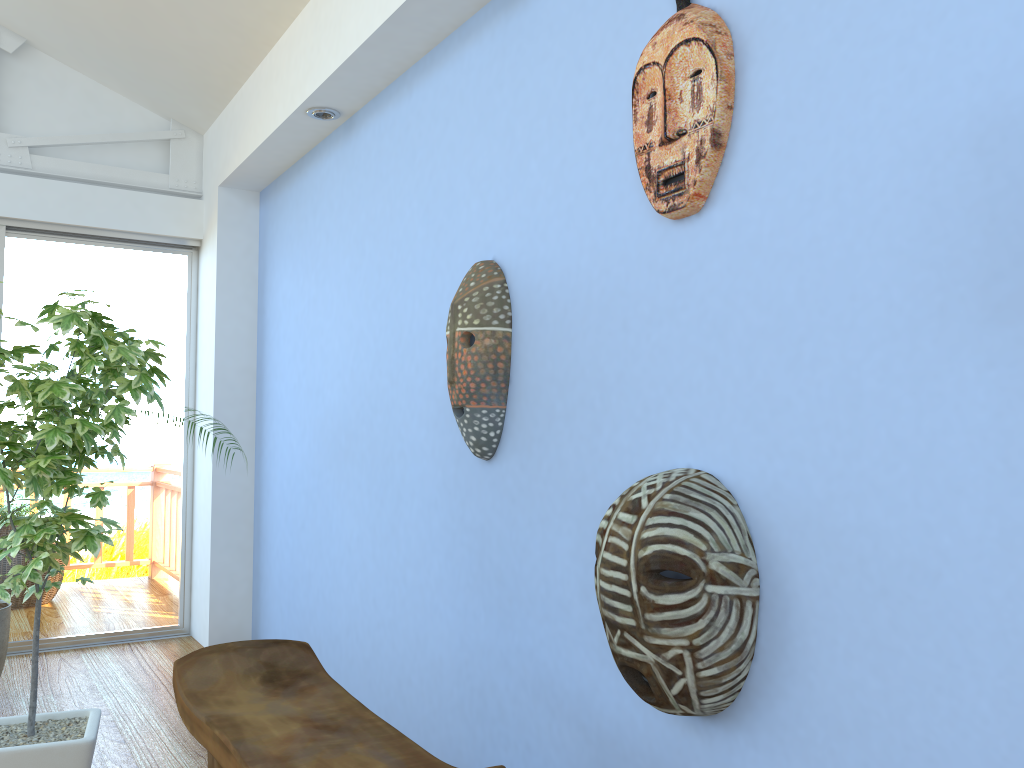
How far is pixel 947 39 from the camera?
1.29m

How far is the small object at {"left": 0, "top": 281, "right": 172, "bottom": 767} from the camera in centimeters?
222cm

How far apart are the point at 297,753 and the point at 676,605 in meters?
0.7 m

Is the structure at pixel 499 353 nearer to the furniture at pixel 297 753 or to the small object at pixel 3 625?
the furniture at pixel 297 753

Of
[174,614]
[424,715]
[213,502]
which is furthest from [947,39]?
[174,614]

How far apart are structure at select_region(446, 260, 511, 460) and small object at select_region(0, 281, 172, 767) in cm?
83

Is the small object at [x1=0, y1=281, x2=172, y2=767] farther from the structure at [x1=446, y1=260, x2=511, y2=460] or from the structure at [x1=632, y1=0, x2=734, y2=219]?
the structure at [x1=632, y1=0, x2=734, y2=219]

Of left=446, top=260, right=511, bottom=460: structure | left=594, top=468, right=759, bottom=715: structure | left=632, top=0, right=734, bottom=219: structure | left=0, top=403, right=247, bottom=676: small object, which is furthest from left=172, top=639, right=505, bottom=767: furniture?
left=0, top=403, right=247, bottom=676: small object

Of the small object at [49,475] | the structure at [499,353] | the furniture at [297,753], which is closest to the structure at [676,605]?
the furniture at [297,753]

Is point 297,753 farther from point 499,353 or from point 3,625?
point 3,625
